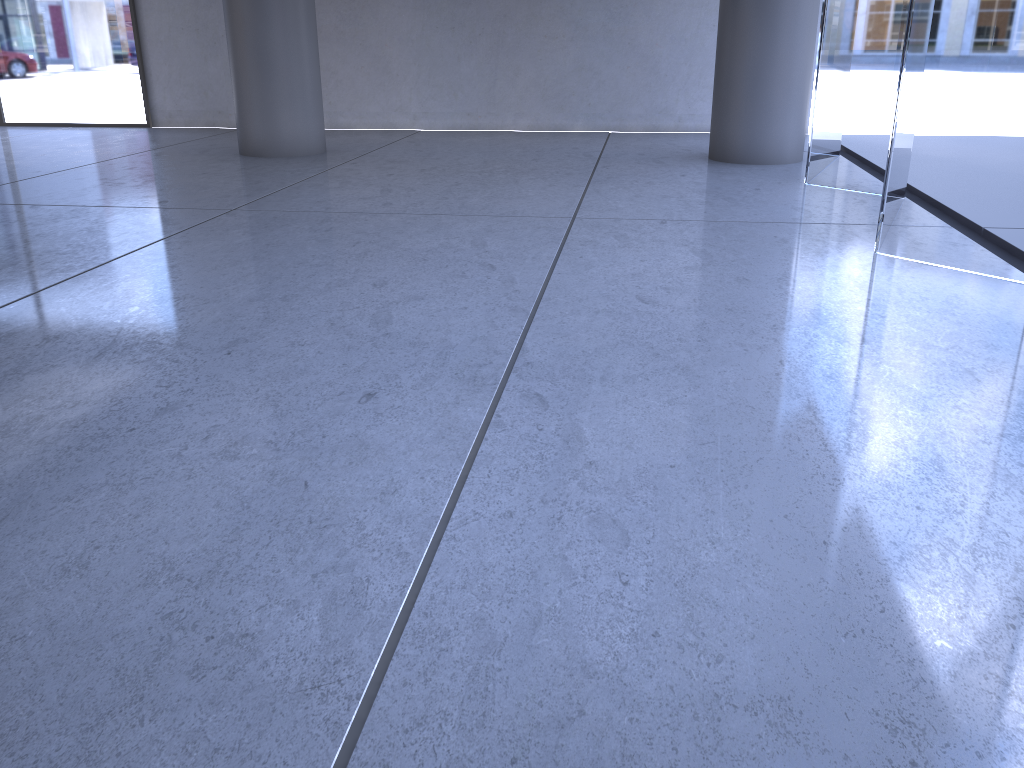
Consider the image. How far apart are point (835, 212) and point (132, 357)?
4.2 meters
